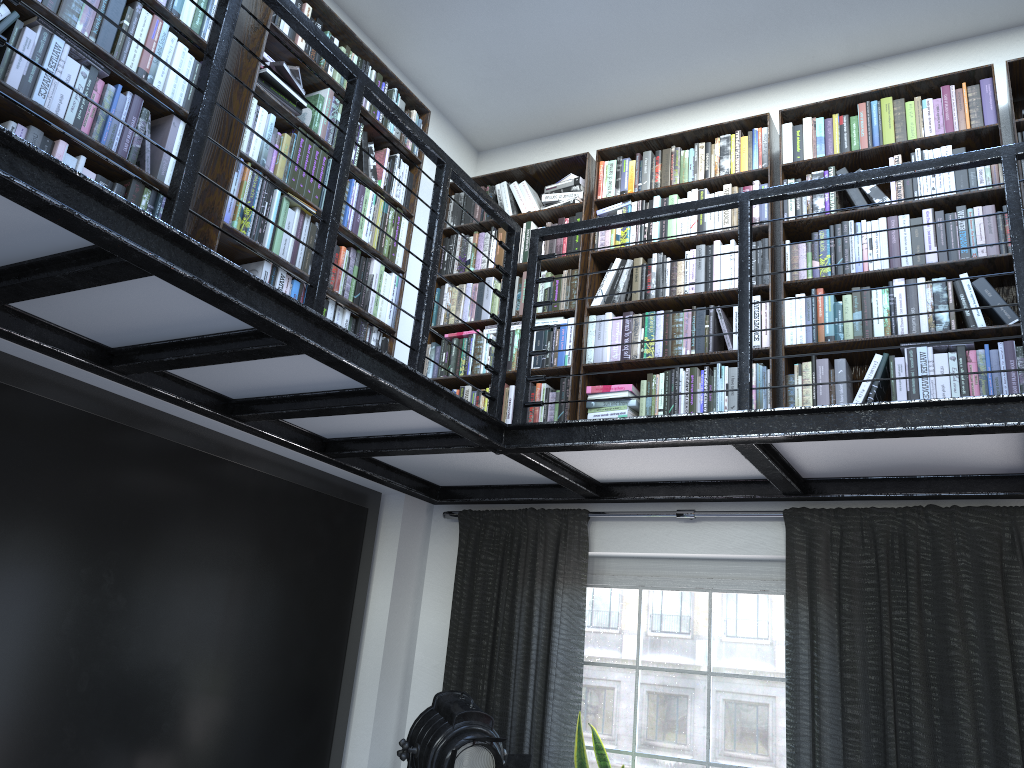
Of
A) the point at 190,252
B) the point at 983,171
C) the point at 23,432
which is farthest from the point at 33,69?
the point at 983,171

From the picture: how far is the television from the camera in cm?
278

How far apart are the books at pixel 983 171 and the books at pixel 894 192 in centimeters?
2cm

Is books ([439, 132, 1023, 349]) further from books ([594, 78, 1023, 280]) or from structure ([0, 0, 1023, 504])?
structure ([0, 0, 1023, 504])

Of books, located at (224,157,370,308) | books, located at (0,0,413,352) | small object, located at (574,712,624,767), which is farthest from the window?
books, located at (224,157,370,308)

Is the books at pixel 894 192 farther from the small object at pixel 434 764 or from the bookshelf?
the small object at pixel 434 764

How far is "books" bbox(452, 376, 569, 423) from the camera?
4.05m

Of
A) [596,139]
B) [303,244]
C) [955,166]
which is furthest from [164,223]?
[596,139]

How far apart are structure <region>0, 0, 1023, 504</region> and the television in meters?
0.1

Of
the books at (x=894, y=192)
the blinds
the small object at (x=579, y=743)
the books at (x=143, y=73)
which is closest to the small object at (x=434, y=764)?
the small object at (x=579, y=743)
